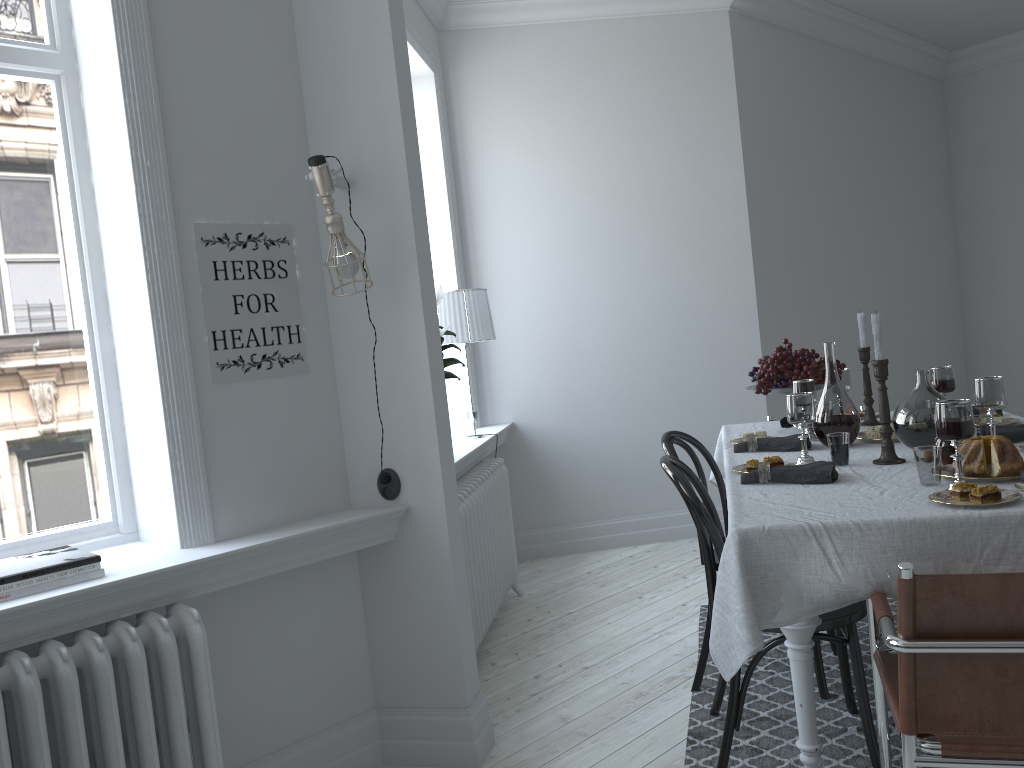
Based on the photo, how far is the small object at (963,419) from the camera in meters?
2.0

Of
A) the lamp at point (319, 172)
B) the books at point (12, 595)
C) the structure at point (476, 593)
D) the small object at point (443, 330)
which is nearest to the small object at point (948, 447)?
the lamp at point (319, 172)

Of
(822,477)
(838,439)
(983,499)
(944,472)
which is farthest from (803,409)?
(983,499)

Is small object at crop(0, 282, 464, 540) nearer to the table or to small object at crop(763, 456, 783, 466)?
the table

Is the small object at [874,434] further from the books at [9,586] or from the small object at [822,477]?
the books at [9,586]

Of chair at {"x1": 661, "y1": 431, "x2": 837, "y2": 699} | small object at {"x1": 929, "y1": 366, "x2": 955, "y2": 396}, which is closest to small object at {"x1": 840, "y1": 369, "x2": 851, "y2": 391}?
small object at {"x1": 929, "y1": 366, "x2": 955, "y2": 396}

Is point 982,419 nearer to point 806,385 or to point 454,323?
point 806,385

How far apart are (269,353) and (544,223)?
2.9 meters

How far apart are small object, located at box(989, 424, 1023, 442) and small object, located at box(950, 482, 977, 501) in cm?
79

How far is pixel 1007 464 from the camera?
2.13m
